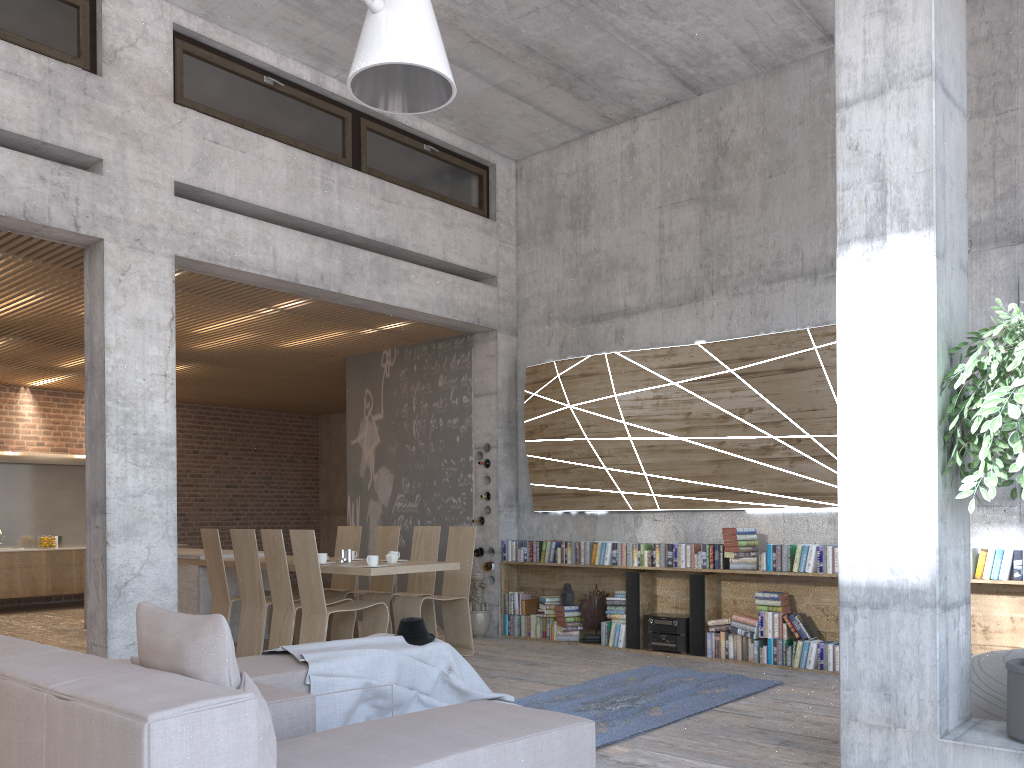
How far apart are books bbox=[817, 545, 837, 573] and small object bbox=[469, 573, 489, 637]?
3.45m

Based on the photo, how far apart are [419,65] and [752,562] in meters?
5.2

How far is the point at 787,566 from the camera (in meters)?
7.10

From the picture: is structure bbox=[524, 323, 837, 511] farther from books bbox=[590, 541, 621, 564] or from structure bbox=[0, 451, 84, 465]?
structure bbox=[0, 451, 84, 465]

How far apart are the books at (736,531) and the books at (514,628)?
2.51m

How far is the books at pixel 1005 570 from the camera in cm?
606

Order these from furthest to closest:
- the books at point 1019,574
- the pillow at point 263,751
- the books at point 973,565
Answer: the books at point 973,565 → the books at point 1019,574 → the pillow at point 263,751

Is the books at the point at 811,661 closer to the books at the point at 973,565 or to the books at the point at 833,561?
the books at the point at 833,561

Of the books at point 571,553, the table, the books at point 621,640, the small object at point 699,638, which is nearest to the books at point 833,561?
the small object at point 699,638

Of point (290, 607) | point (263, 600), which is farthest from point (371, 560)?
point (263, 600)
